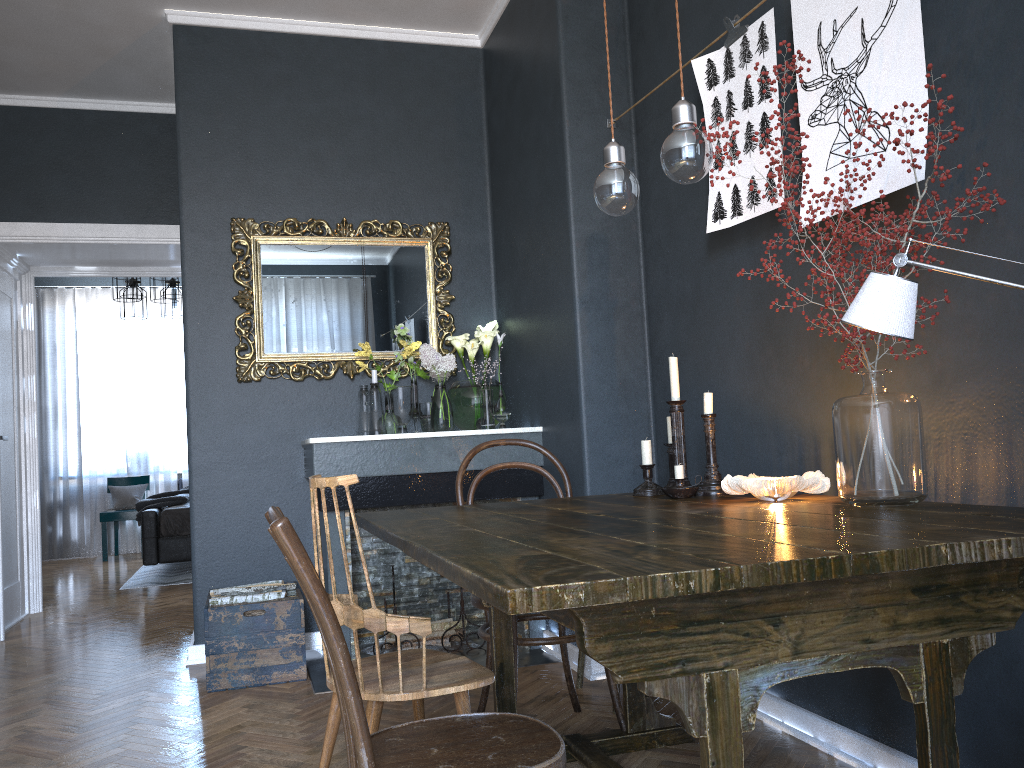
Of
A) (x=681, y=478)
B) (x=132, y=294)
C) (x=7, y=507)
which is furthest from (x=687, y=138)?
(x=132, y=294)

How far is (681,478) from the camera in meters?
2.4

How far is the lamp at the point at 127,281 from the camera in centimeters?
738cm

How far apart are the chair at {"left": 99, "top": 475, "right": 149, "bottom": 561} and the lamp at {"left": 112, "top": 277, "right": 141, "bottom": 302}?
2.4m

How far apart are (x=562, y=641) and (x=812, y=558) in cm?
147

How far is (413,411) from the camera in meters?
4.2

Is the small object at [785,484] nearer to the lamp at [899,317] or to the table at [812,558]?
the table at [812,558]

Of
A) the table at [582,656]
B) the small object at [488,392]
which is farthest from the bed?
the table at [582,656]

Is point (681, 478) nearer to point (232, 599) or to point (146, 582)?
point (232, 599)

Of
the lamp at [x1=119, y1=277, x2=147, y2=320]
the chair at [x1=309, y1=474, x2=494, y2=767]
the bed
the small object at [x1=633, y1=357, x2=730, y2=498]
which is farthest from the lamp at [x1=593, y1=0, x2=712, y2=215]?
the lamp at [x1=119, y1=277, x2=147, y2=320]
